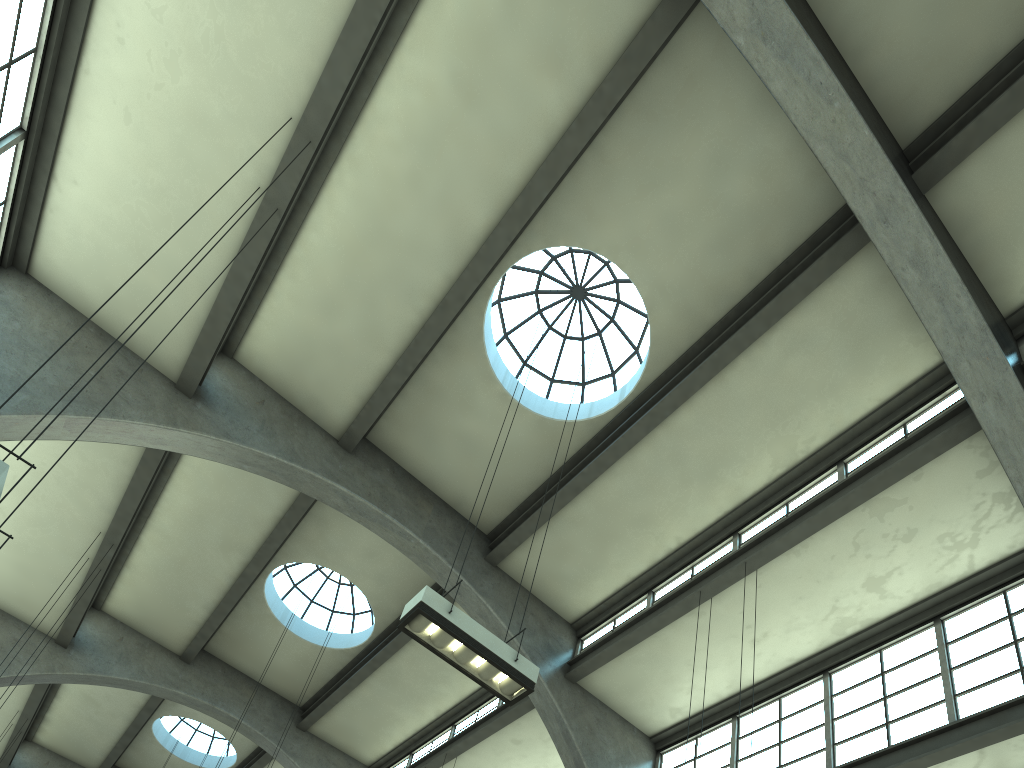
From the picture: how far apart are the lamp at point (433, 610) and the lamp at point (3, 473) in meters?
3.7

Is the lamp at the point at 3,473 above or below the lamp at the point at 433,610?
below

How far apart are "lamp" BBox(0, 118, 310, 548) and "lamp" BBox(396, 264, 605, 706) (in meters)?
3.65

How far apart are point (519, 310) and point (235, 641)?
10.0m

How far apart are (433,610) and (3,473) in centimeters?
386cm

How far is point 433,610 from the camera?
7.66m

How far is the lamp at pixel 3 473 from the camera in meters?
5.2 m

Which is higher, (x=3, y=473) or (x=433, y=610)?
(x=433, y=610)

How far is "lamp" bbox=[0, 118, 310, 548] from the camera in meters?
5.2

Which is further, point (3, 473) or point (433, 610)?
point (433, 610)
